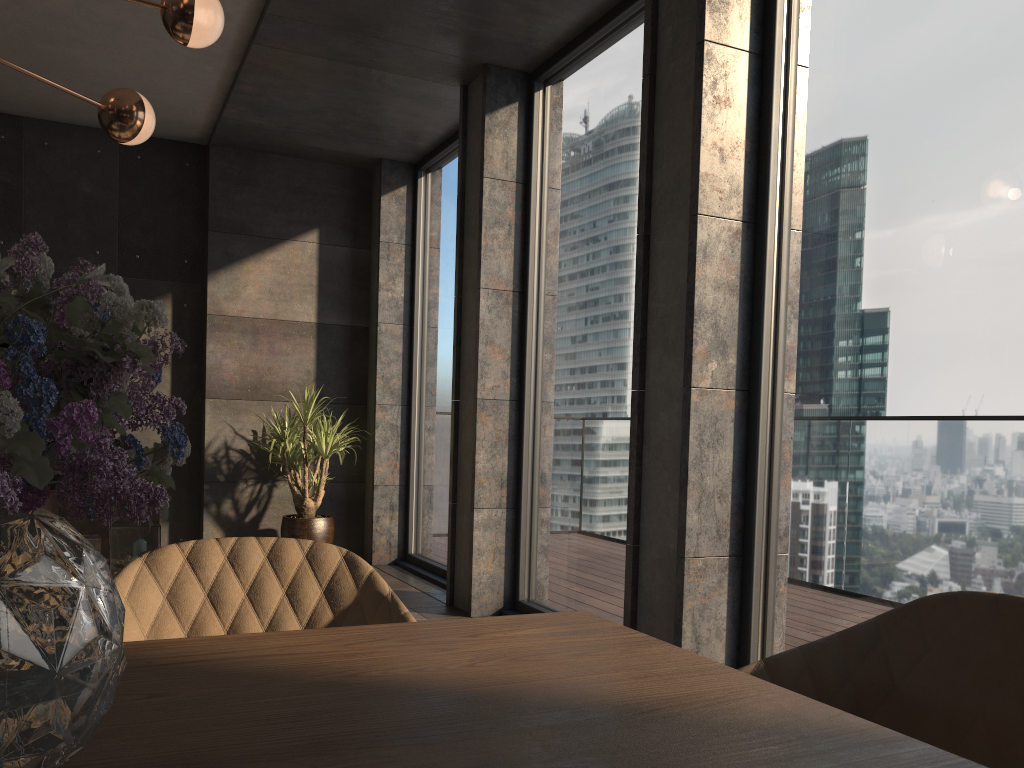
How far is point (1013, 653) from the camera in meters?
1.1

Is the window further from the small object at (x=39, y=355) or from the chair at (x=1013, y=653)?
the small object at (x=39, y=355)

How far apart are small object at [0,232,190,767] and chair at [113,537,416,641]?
0.8m

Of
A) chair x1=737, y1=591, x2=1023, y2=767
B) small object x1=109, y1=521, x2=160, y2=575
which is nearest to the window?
chair x1=737, y1=591, x2=1023, y2=767

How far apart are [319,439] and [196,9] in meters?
3.6 m

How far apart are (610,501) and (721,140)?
1.7 meters

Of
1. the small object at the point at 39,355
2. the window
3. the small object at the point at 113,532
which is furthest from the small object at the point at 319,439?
the small object at the point at 39,355

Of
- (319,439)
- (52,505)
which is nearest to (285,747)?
(319,439)

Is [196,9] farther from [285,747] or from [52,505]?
[52,505]

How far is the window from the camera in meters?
2.4 m
